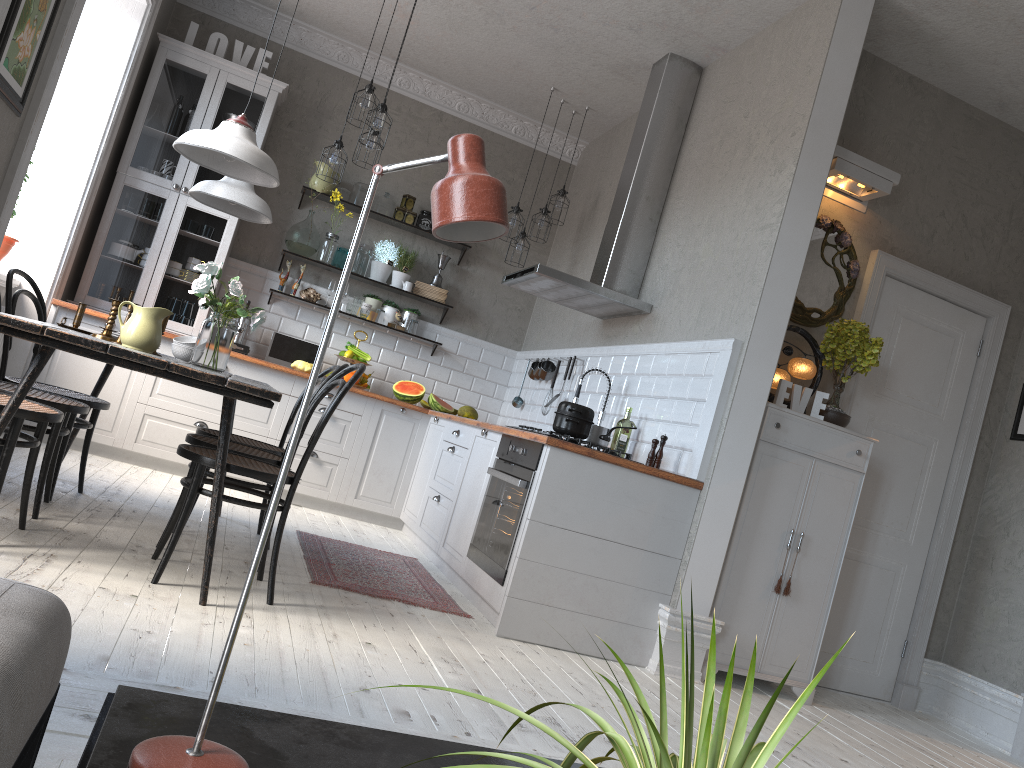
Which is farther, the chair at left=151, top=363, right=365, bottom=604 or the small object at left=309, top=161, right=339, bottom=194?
the small object at left=309, top=161, right=339, bottom=194

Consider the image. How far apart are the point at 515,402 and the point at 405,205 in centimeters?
172cm

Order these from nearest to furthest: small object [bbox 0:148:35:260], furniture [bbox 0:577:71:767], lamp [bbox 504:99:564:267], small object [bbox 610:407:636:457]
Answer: furniture [bbox 0:577:71:767] → small object [bbox 610:407:636:457] → small object [bbox 0:148:35:260] → lamp [bbox 504:99:564:267]

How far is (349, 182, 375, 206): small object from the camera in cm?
662

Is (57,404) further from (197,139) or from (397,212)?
(397,212)

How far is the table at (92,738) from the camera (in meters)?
1.12

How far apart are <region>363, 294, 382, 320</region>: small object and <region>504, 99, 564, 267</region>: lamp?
1.2m

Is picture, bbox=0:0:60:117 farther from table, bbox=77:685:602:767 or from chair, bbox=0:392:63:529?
table, bbox=77:685:602:767

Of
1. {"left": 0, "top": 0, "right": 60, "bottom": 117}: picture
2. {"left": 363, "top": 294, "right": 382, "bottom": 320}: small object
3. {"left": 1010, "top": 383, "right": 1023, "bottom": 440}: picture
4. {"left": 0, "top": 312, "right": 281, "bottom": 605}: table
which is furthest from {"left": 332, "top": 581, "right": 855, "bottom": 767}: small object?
{"left": 363, "top": 294, "right": 382, "bottom": 320}: small object

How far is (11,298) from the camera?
3.84m
